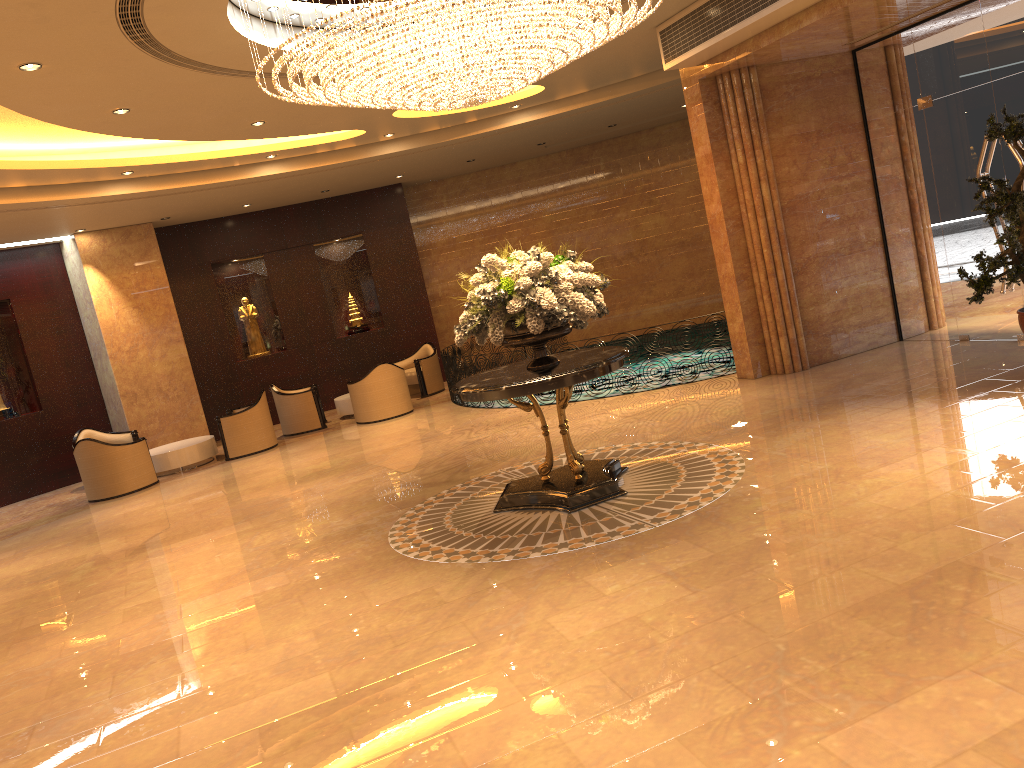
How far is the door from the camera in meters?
9.1 m

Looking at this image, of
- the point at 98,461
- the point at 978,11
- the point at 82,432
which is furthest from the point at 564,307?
the point at 82,432

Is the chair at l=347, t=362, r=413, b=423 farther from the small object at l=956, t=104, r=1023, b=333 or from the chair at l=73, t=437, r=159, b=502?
the small object at l=956, t=104, r=1023, b=333

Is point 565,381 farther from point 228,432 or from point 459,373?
point 228,432

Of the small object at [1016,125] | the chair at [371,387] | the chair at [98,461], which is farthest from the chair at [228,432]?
the small object at [1016,125]

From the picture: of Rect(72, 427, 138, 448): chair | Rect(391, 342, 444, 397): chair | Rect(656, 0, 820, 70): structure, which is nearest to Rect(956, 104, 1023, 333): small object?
Rect(656, 0, 820, 70): structure

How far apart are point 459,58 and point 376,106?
1.04m

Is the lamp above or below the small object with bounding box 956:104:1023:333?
above

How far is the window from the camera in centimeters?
894cm

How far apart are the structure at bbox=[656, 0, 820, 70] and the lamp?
1.67m
